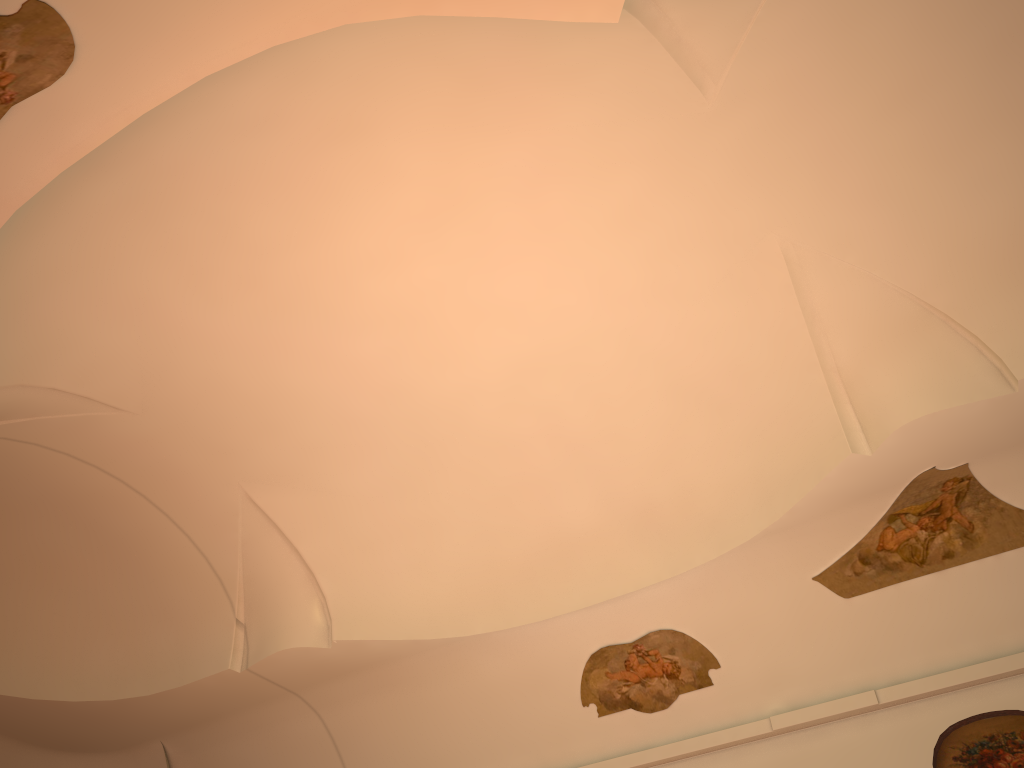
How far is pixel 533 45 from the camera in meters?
6.4 m

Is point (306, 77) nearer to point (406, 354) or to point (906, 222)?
point (406, 354)
